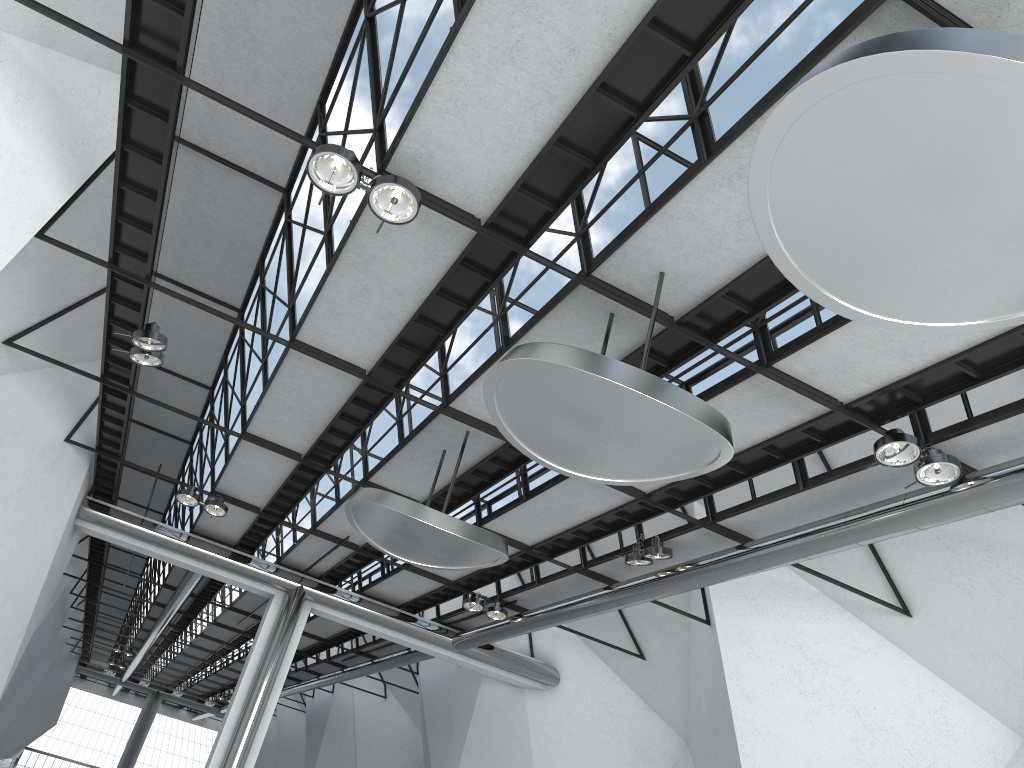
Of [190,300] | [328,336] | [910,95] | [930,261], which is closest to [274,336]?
[328,336]

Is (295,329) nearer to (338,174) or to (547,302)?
(547,302)
